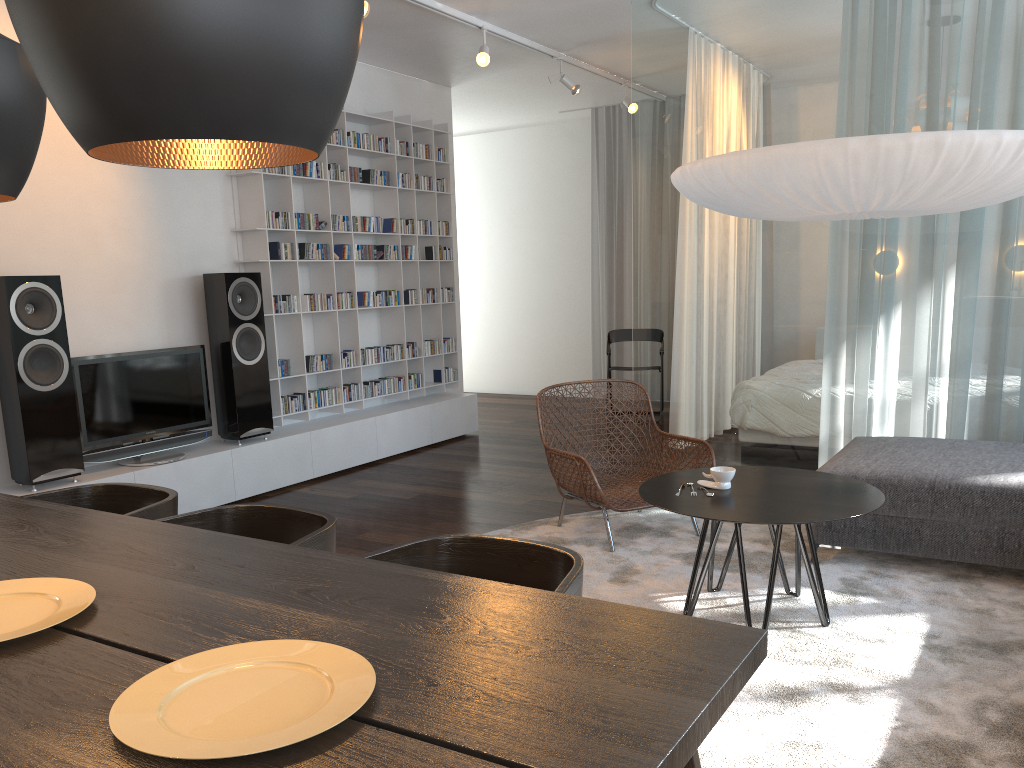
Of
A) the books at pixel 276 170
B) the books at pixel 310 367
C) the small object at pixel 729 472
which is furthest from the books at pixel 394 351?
the small object at pixel 729 472

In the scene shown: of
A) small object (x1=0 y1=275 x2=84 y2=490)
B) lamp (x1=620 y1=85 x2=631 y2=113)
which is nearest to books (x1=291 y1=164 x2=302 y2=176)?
small object (x1=0 y1=275 x2=84 y2=490)

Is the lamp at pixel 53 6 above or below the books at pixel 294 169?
below

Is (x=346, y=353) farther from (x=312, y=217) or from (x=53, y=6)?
(x=53, y=6)

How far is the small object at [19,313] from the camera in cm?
406

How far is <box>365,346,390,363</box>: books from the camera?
6.4 meters

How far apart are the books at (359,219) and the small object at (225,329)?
1.1 meters

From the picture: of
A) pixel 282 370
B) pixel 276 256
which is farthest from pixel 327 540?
pixel 276 256

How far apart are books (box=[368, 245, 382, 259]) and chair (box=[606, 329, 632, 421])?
2.4 meters

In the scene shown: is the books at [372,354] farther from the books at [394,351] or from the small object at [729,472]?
the small object at [729,472]
